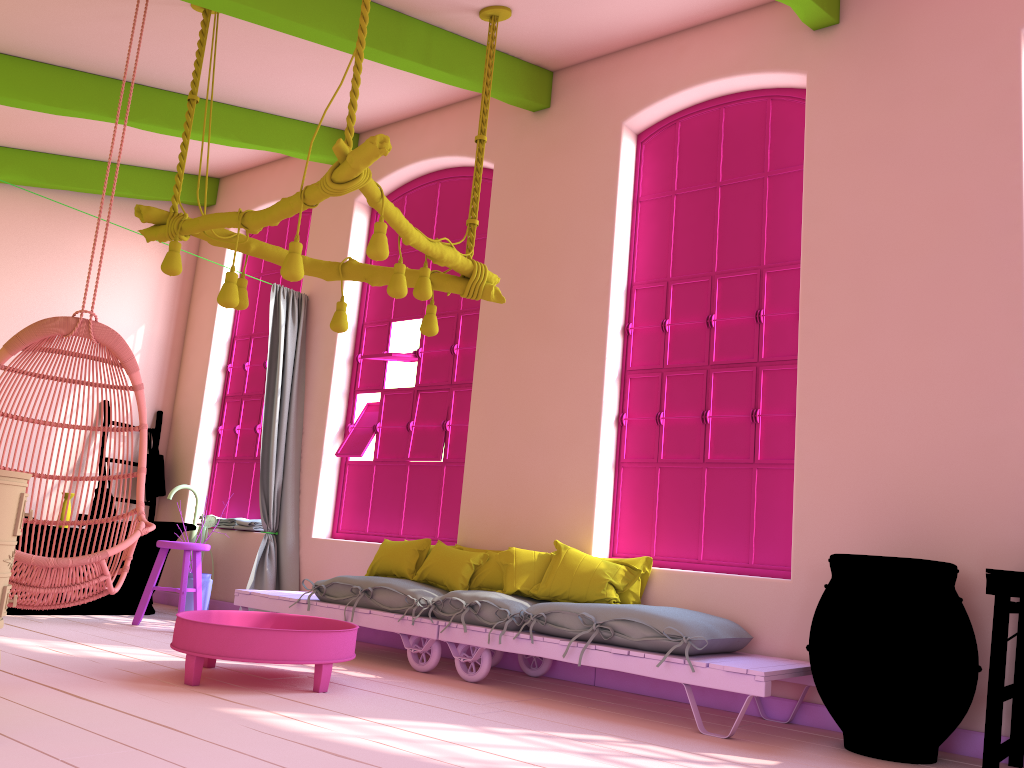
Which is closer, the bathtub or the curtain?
the bathtub

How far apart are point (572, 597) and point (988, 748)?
2.1 meters

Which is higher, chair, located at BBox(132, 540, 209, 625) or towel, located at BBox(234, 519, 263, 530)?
towel, located at BBox(234, 519, 263, 530)

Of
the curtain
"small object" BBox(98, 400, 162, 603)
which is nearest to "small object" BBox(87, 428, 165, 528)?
"small object" BBox(98, 400, 162, 603)

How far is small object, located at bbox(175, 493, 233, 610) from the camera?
6.7 meters

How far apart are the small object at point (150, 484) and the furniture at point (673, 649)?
2.39m

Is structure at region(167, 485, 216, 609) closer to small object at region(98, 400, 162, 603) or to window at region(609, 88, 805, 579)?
small object at region(98, 400, 162, 603)

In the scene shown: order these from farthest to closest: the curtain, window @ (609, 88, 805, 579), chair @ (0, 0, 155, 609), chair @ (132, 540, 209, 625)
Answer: the curtain
chair @ (132, 540, 209, 625)
window @ (609, 88, 805, 579)
chair @ (0, 0, 155, 609)

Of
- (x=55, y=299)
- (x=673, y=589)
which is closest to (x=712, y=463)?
(x=673, y=589)

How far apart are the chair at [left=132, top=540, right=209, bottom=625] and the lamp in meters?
2.1 m
